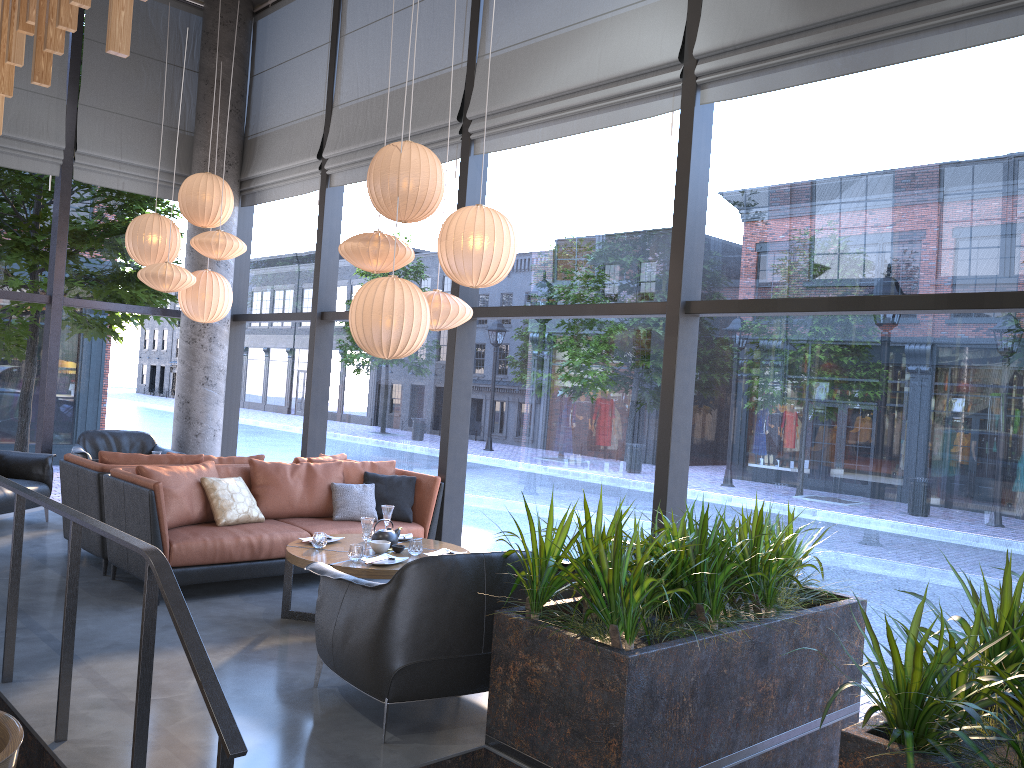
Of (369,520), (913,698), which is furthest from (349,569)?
(913,698)

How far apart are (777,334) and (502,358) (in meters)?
2.28

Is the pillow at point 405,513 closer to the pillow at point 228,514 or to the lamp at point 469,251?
the pillow at point 228,514

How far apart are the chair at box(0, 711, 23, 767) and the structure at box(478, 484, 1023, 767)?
1.7 meters

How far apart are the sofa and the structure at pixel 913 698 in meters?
2.5

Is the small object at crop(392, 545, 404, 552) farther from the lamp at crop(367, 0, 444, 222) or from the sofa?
the lamp at crop(367, 0, 444, 222)

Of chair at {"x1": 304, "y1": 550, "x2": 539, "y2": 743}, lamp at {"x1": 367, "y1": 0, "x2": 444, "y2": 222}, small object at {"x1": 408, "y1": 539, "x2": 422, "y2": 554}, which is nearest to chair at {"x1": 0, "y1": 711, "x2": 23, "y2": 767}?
chair at {"x1": 304, "y1": 550, "x2": 539, "y2": 743}

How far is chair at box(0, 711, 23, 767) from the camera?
2.74m

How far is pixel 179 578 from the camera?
5.4m

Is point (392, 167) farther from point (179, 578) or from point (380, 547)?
point (179, 578)
